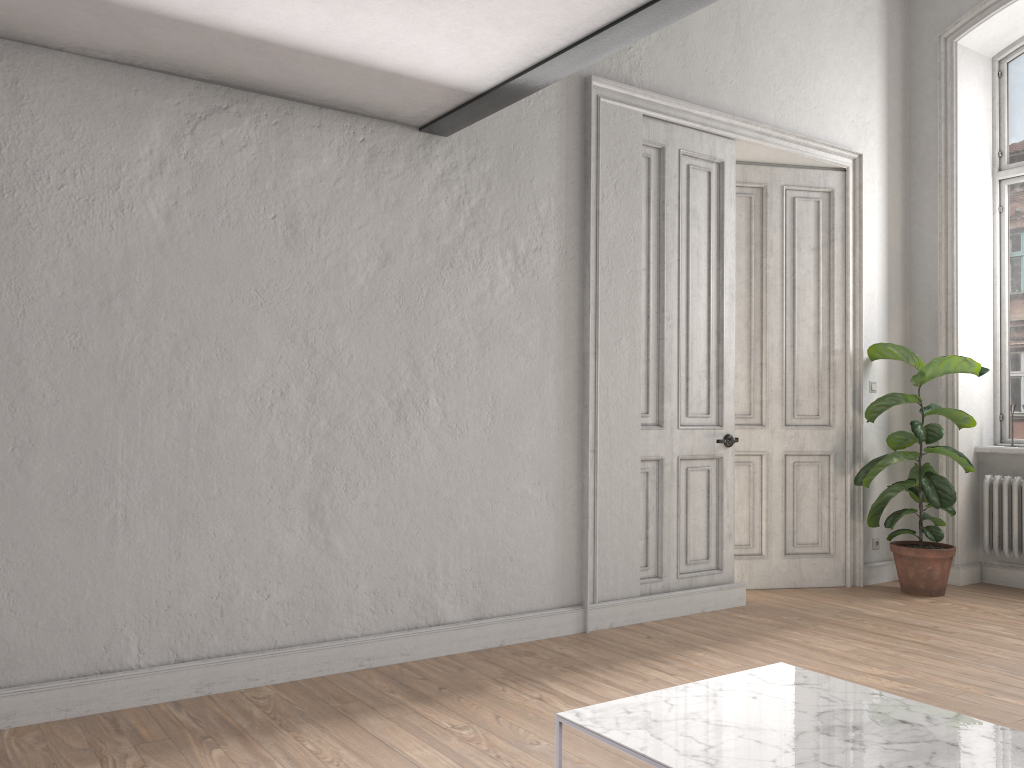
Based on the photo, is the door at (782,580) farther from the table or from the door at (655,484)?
the table

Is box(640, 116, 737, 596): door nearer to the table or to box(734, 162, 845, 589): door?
box(734, 162, 845, 589): door

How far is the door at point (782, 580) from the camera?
5.83m

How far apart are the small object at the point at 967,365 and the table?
3.39m

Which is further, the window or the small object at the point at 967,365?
the window

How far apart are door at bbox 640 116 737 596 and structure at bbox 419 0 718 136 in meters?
1.4

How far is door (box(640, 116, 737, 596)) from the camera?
5.00m

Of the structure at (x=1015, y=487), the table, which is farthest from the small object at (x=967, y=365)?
the table

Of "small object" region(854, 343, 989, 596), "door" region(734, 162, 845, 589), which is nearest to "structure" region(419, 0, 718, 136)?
"door" region(734, 162, 845, 589)

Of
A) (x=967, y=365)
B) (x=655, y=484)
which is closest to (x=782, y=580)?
(x=655, y=484)
